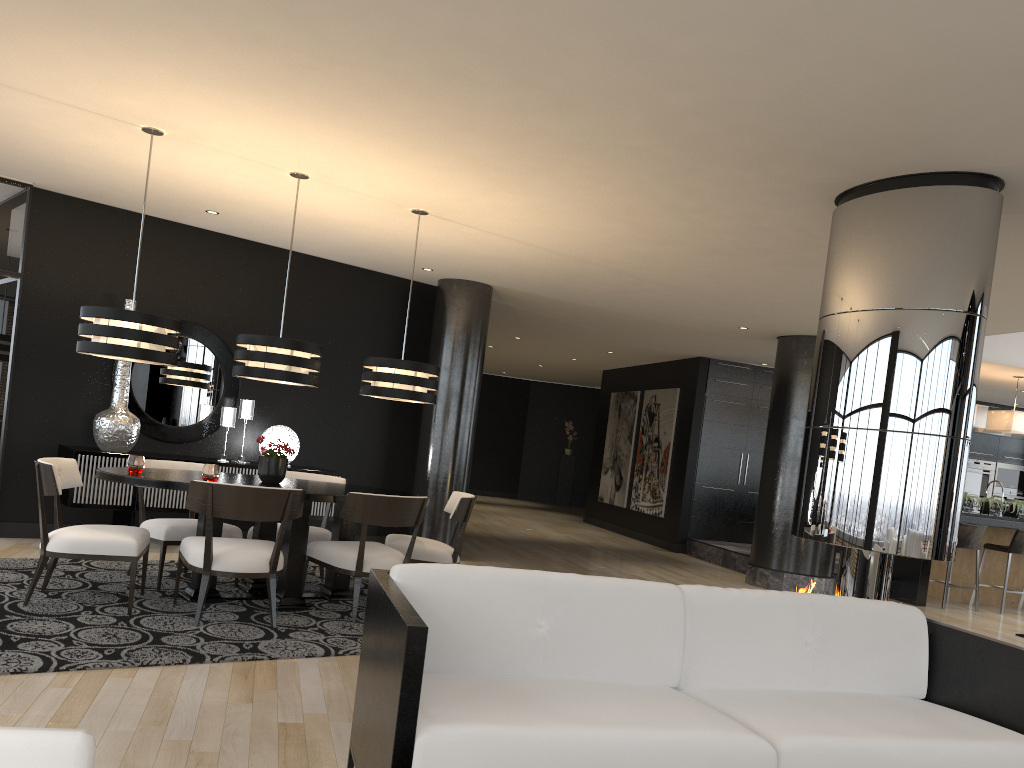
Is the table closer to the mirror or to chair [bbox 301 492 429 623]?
chair [bbox 301 492 429 623]

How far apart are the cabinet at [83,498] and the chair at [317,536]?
1.0m

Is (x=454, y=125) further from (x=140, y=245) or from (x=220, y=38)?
(x=140, y=245)

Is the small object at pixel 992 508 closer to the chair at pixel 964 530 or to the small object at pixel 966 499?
the small object at pixel 966 499

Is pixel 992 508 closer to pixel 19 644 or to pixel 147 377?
pixel 147 377

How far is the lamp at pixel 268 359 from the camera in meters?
5.4

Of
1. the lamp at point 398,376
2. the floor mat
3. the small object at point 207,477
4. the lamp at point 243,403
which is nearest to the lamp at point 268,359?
the lamp at point 398,376

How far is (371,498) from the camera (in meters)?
5.25

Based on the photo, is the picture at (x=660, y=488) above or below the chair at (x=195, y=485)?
above

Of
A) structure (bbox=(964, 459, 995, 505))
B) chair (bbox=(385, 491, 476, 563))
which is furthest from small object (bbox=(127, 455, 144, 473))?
structure (bbox=(964, 459, 995, 505))
